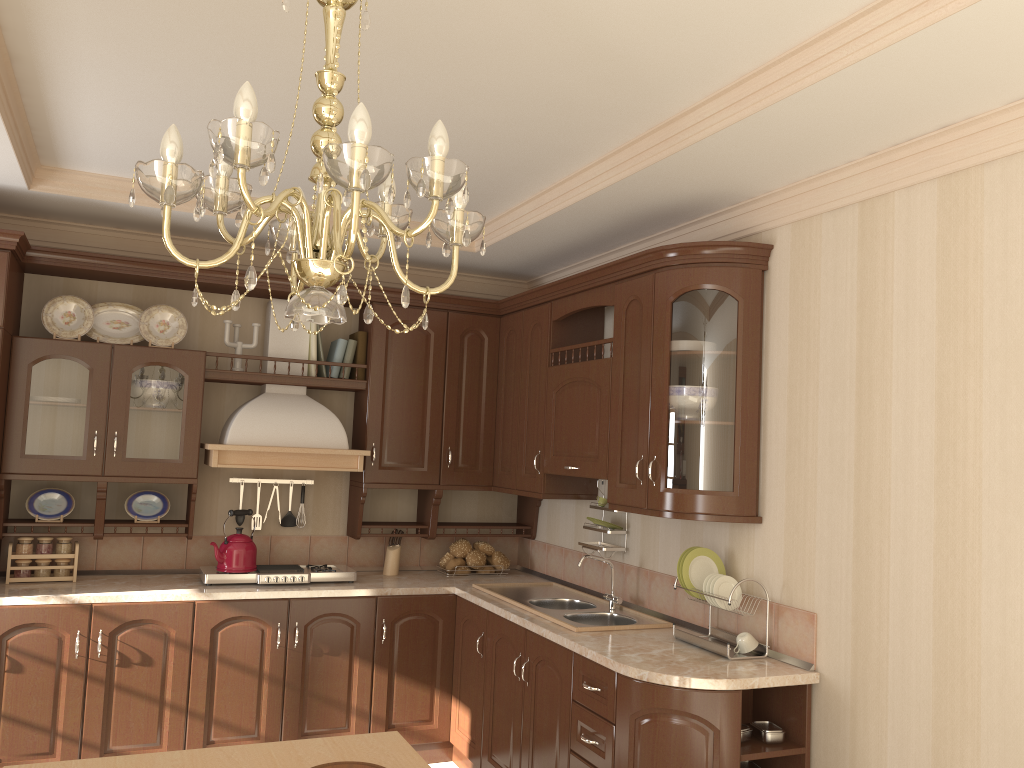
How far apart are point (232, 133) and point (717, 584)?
2.5m

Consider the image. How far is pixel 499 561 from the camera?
4.8 meters

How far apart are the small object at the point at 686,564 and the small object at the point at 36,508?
2.8 meters

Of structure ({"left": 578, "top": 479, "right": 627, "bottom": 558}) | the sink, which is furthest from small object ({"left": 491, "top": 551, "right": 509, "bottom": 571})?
structure ({"left": 578, "top": 479, "right": 627, "bottom": 558})

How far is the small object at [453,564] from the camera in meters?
4.7 m

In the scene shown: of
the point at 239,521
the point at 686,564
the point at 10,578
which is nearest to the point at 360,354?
the point at 239,521

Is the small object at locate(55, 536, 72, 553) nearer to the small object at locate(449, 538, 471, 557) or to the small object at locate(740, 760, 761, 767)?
the small object at locate(449, 538, 471, 557)

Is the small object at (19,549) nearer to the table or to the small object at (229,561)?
the small object at (229,561)

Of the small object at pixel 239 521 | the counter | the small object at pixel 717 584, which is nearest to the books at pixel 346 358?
the small object at pixel 239 521

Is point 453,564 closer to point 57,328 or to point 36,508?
point 36,508
